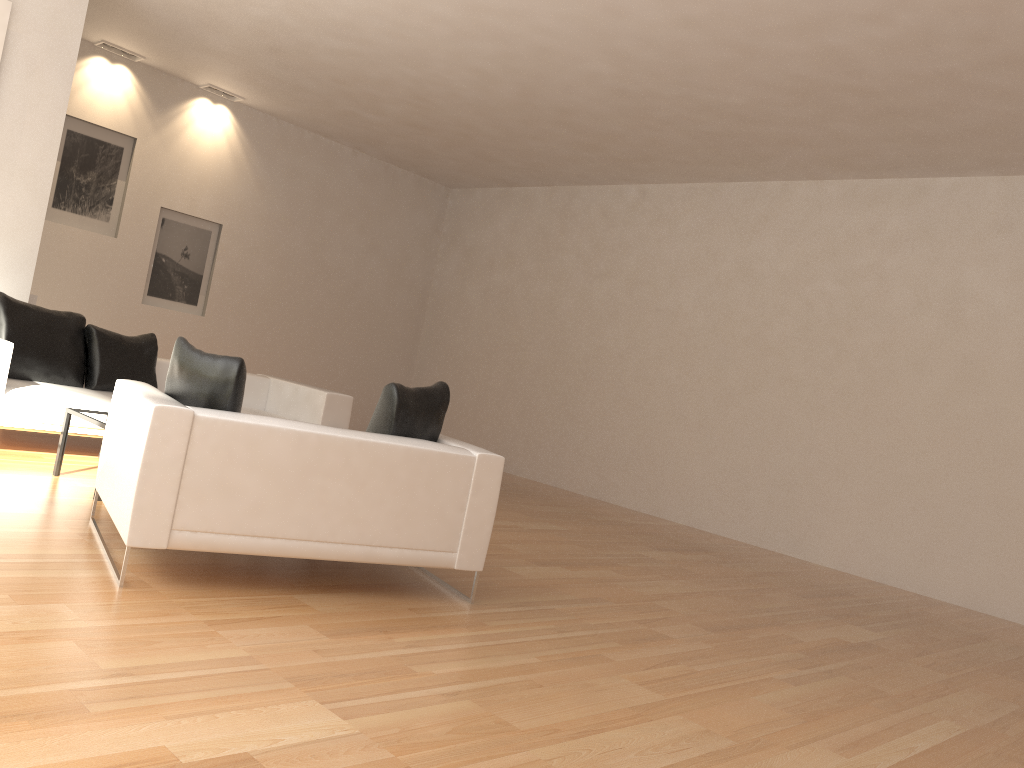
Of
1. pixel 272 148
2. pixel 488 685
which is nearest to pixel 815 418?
pixel 488 685

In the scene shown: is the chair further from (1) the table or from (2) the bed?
(2) the bed

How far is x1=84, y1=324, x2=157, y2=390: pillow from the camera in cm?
676

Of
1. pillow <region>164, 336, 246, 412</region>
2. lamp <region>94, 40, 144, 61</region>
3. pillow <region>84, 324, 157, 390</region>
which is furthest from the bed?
lamp <region>94, 40, 144, 61</region>

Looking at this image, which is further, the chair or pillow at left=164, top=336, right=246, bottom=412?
pillow at left=164, top=336, right=246, bottom=412

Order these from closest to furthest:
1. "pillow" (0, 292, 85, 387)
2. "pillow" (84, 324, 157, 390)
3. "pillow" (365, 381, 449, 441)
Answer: "pillow" (365, 381, 449, 441) < "pillow" (0, 292, 85, 387) < "pillow" (84, 324, 157, 390)

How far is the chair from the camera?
3.57m

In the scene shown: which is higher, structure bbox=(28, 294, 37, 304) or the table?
structure bbox=(28, 294, 37, 304)

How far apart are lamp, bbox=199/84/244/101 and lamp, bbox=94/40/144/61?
0.8m

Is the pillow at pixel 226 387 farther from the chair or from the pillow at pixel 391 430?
the pillow at pixel 391 430
